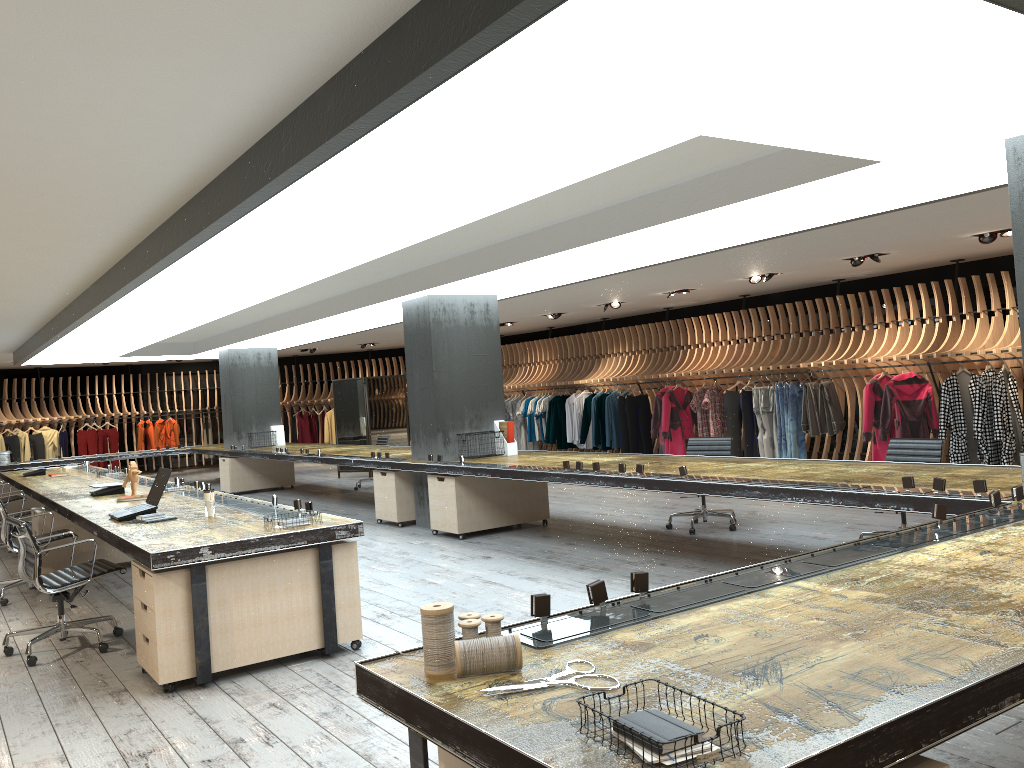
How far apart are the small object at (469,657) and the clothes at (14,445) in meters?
20.6 m

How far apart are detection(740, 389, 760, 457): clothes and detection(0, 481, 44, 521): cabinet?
10.5 meters

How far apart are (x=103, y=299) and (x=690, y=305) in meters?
10.6 m

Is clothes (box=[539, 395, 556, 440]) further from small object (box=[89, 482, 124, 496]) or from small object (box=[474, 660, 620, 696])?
small object (box=[474, 660, 620, 696])

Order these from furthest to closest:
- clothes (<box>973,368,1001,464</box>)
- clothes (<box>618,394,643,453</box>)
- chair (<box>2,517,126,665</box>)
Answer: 1. clothes (<box>618,394,643,453</box>)
2. clothes (<box>973,368,1001,464</box>)
3. chair (<box>2,517,126,665</box>)

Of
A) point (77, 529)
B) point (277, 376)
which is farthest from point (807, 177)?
point (277, 376)

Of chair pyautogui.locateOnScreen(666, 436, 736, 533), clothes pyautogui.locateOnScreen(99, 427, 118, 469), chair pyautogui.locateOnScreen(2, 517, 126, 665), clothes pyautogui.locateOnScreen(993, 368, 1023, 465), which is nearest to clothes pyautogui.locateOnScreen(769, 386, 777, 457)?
clothes pyautogui.locateOnScreen(993, 368, 1023, 465)

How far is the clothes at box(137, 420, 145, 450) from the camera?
21.38m

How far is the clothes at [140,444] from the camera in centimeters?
2138cm

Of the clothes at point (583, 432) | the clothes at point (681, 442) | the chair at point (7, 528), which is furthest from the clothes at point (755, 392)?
the chair at point (7, 528)
